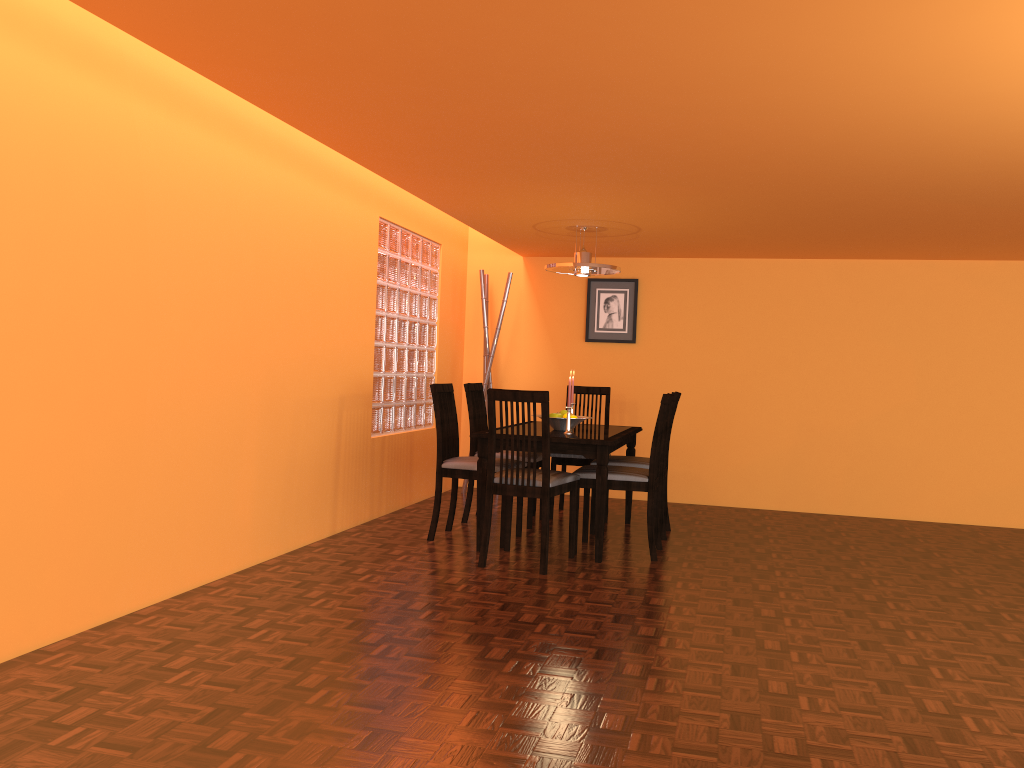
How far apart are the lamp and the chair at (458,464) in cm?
89

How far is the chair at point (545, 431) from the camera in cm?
387

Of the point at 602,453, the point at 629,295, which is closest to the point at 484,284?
the point at 629,295

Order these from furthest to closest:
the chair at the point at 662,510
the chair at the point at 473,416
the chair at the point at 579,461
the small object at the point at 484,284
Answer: the small object at the point at 484,284 < the chair at the point at 579,461 < the chair at the point at 473,416 < the chair at the point at 662,510

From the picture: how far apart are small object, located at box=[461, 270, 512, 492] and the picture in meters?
0.7

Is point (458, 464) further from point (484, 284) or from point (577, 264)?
point (484, 284)

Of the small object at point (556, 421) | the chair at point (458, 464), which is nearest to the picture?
the small object at point (556, 421)

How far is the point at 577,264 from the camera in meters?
4.9

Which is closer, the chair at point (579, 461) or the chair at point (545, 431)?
the chair at point (545, 431)

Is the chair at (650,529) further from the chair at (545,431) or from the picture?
the picture
